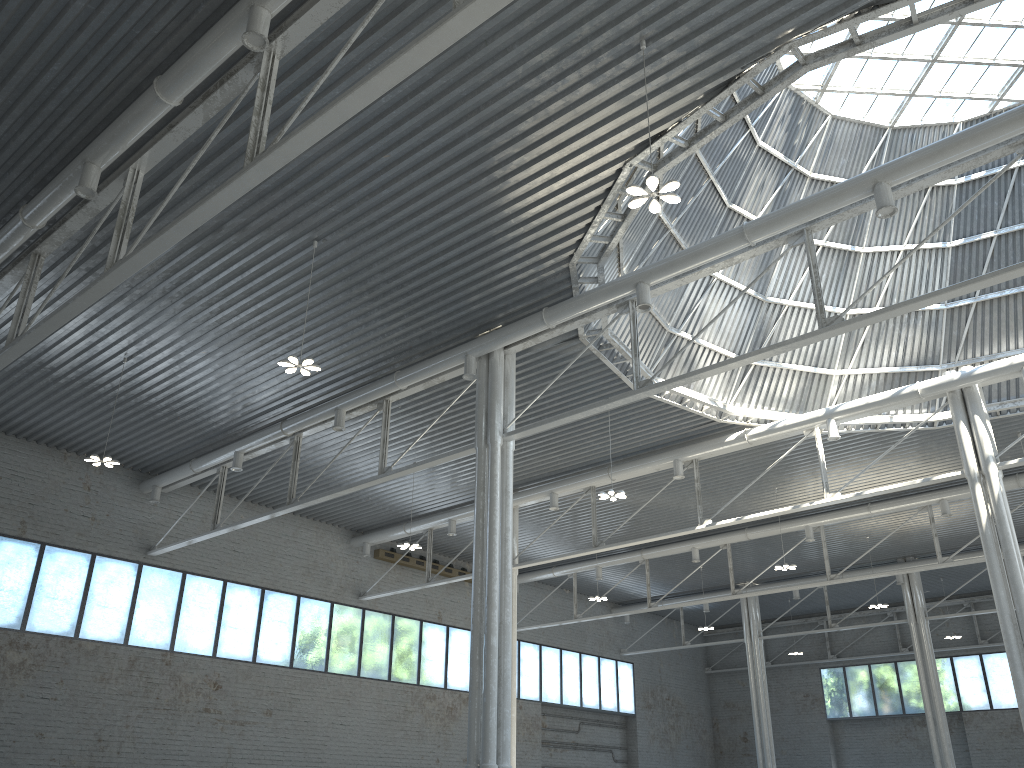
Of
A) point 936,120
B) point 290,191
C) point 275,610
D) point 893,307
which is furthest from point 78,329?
point 936,120
